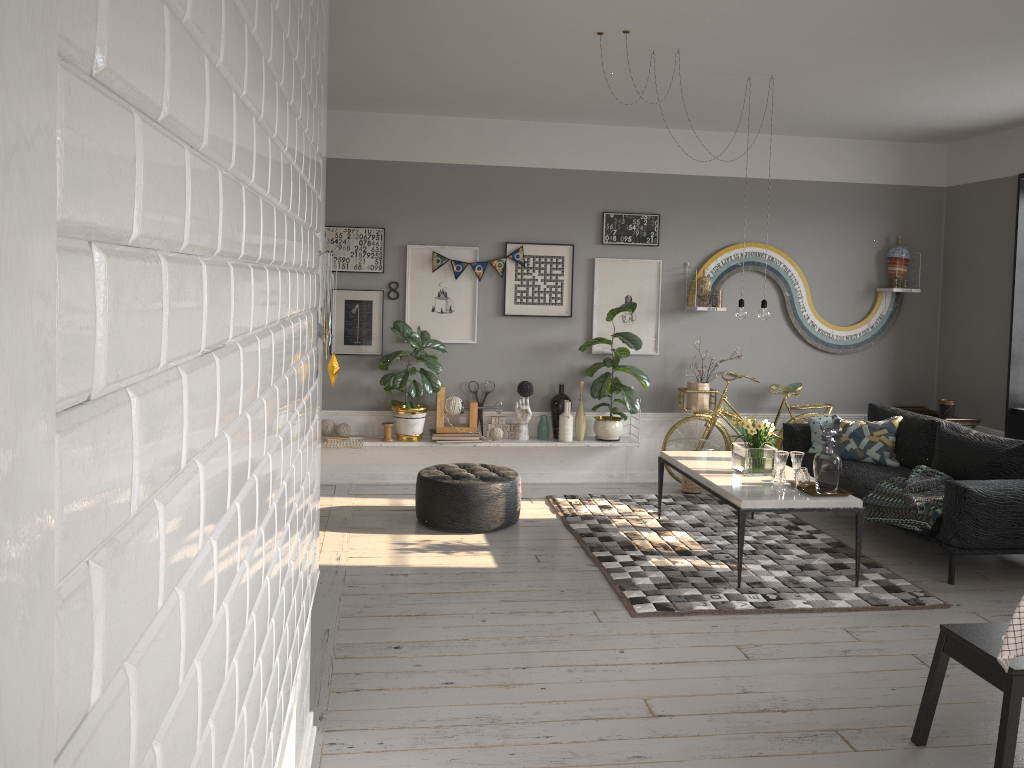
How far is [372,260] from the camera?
7.1m

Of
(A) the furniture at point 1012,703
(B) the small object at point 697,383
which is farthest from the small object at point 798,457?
(B) the small object at point 697,383

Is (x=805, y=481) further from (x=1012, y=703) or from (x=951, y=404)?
(x=951, y=404)

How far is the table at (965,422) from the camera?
7.15m

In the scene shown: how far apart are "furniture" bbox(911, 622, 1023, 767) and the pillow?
3.3 meters

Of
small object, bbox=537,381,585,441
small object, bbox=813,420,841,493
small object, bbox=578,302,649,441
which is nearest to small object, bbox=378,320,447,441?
small object, bbox=537,381,585,441

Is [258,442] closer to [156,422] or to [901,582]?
[156,422]

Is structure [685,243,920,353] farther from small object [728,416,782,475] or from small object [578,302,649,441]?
small object [728,416,782,475]

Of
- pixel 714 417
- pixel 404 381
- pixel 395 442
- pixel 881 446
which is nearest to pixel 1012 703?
pixel 881 446

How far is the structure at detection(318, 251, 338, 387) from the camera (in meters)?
2.87
